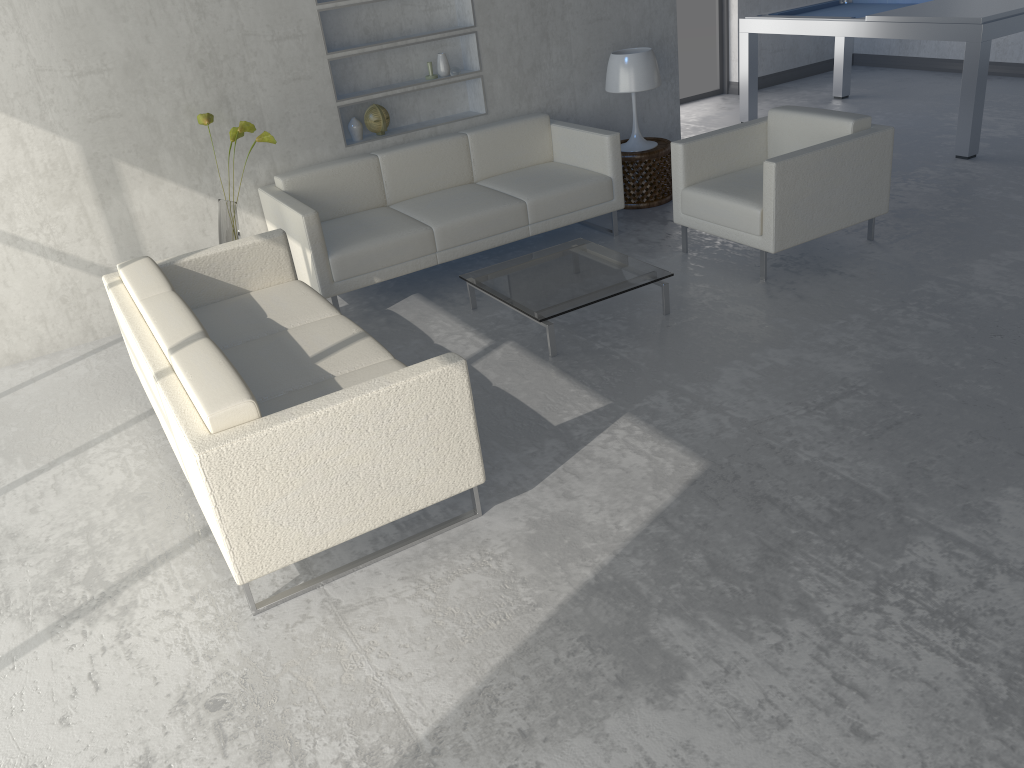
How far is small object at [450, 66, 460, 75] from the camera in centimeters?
527cm

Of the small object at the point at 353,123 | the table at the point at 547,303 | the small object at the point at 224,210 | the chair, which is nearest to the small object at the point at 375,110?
the small object at the point at 353,123

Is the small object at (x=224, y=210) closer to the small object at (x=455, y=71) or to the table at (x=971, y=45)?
the small object at (x=455, y=71)

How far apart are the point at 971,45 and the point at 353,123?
3.8m

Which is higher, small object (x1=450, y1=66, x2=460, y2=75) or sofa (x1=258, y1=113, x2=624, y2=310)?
small object (x1=450, y1=66, x2=460, y2=75)

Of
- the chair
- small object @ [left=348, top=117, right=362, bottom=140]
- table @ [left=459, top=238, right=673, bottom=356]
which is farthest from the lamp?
small object @ [left=348, top=117, right=362, bottom=140]

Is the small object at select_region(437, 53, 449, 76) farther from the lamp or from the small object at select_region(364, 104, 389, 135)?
the lamp

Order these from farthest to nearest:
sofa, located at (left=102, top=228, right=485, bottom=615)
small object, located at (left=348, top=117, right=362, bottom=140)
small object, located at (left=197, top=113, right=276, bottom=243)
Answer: small object, located at (left=348, top=117, right=362, bottom=140) → small object, located at (left=197, top=113, right=276, bottom=243) → sofa, located at (left=102, top=228, right=485, bottom=615)

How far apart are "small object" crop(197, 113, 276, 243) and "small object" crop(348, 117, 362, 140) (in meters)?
0.79

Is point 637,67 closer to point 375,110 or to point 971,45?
point 375,110
